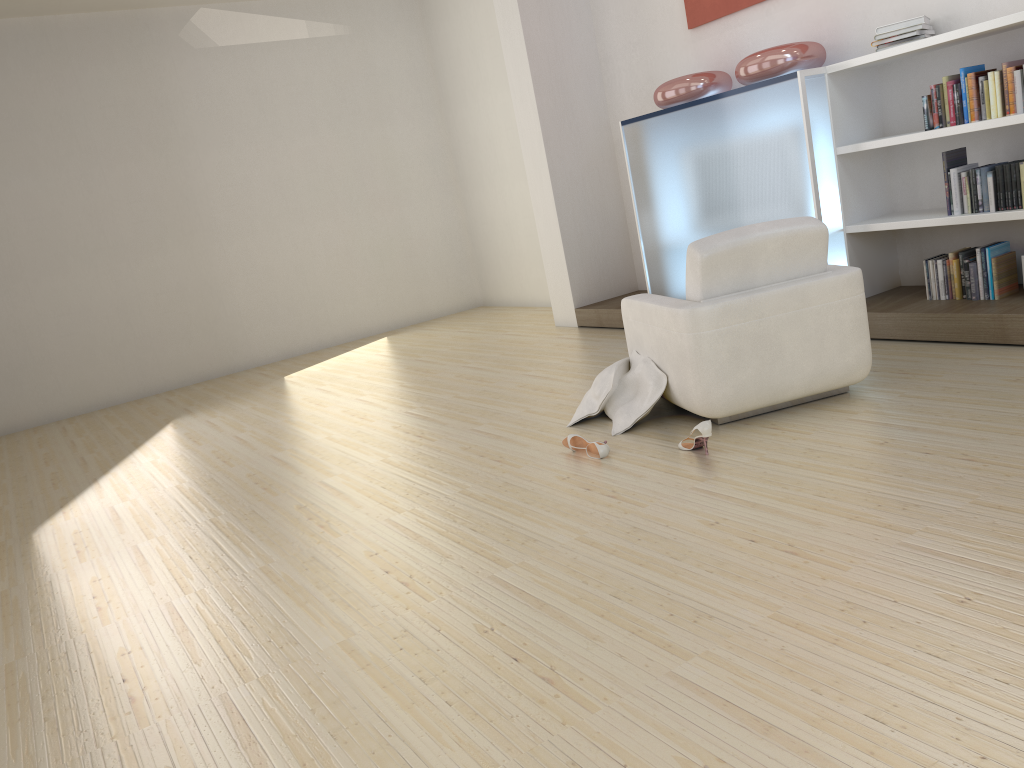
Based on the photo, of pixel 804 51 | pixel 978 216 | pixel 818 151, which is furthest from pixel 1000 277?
pixel 804 51

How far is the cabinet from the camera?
5.2 meters

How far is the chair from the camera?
3.9 meters

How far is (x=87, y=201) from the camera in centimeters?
831cm

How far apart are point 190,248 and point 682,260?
5.1m

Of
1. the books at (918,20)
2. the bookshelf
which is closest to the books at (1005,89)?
the bookshelf

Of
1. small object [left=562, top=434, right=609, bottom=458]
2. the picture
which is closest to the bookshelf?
the picture

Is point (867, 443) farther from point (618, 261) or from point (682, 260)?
point (618, 261)

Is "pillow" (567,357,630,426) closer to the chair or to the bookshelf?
the chair

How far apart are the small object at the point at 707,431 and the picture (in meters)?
Answer: 3.63
